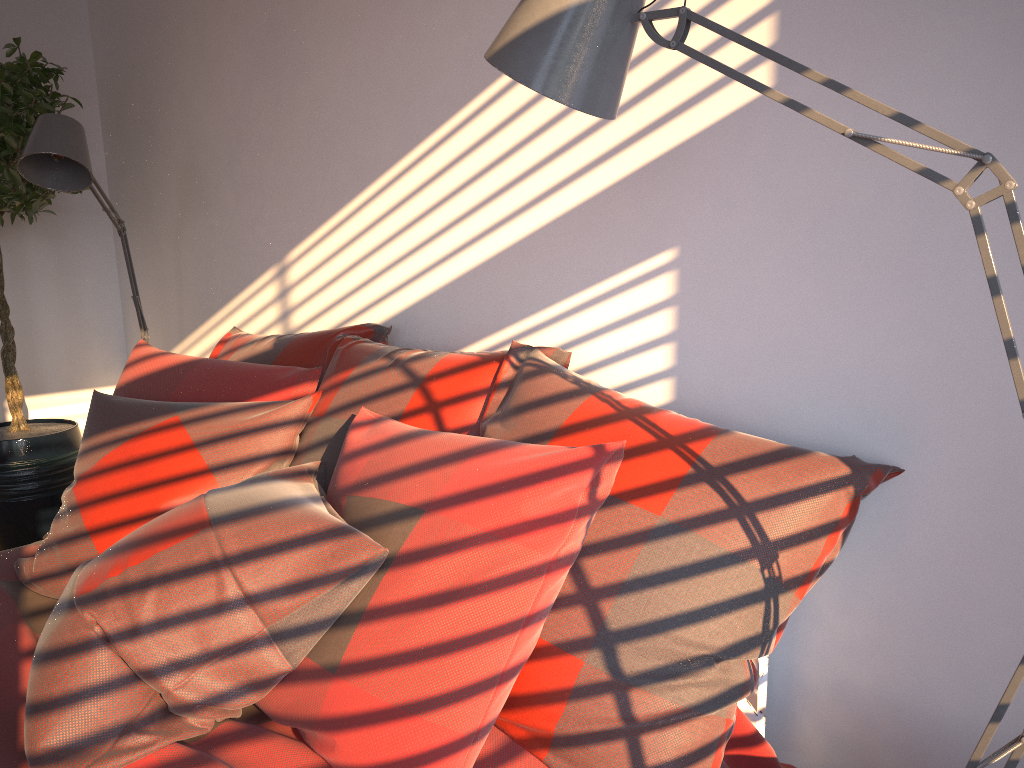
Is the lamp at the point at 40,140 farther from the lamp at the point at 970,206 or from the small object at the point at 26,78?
the lamp at the point at 970,206

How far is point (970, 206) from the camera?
0.9m

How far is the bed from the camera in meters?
1.3 m

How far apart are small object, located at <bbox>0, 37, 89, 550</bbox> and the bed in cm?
127

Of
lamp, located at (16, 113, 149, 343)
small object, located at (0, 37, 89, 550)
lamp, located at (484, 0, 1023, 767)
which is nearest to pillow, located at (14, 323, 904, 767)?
lamp, located at (484, 0, 1023, 767)

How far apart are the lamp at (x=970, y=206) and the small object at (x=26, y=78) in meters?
2.5 m

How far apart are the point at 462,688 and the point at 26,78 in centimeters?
291cm

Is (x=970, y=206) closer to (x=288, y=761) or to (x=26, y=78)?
(x=288, y=761)

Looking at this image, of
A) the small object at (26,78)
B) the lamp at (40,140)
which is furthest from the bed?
the small object at (26,78)

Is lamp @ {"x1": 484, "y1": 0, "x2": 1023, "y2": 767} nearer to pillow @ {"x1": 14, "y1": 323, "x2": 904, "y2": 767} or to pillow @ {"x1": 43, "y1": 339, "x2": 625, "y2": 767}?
pillow @ {"x1": 14, "y1": 323, "x2": 904, "y2": 767}
